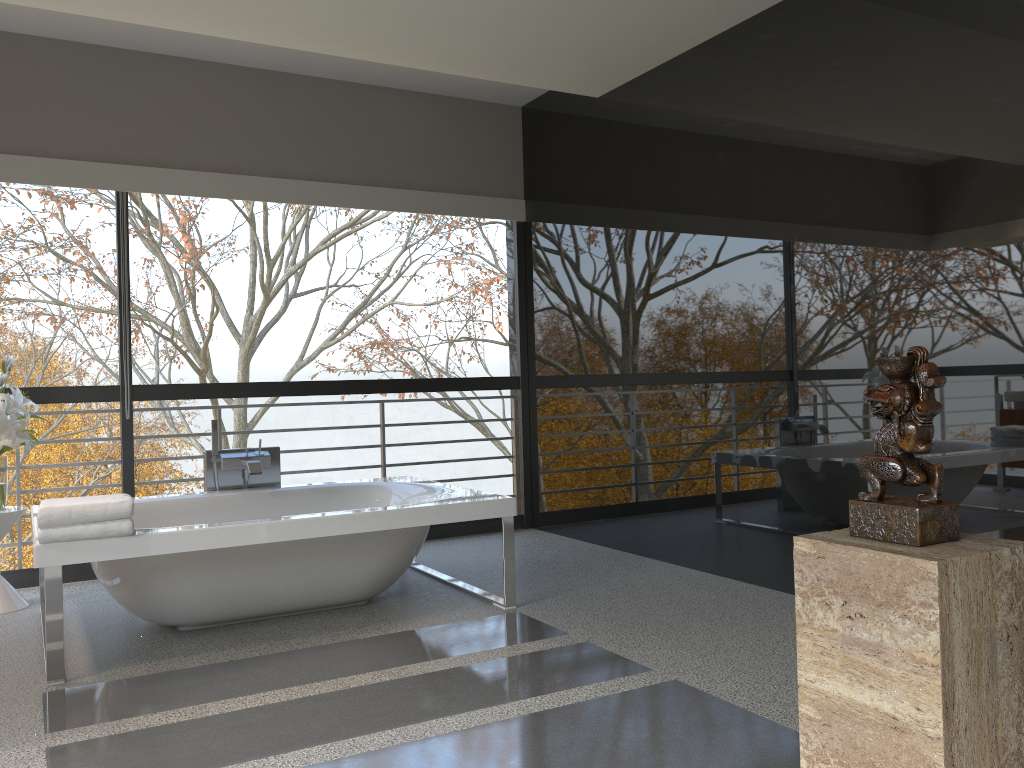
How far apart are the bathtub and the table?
0.1 meters

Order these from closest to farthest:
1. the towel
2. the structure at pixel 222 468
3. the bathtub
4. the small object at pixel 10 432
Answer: the towel < the bathtub < the small object at pixel 10 432 < the structure at pixel 222 468

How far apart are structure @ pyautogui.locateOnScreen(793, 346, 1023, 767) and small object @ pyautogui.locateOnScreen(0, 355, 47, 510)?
3.82m

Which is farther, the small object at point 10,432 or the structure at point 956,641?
the small object at point 10,432

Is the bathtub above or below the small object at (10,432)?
below

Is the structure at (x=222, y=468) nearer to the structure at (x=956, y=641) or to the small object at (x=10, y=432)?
the small object at (x=10, y=432)

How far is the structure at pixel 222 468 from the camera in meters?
4.7

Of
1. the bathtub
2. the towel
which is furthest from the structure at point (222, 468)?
the towel

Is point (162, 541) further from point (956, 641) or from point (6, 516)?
point (956, 641)

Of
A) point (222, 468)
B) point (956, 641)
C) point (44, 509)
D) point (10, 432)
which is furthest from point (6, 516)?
point (956, 641)
